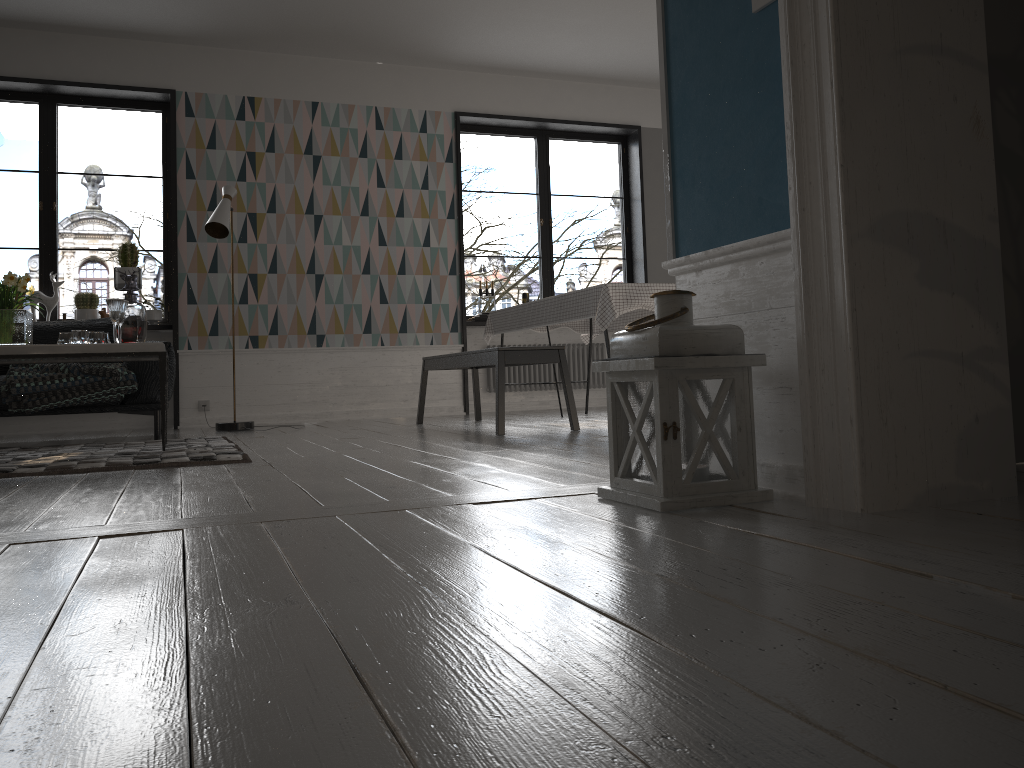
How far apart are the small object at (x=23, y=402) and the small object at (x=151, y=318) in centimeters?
153cm

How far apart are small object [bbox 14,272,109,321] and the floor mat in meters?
2.3

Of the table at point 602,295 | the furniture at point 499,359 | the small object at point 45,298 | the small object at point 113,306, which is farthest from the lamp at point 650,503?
the small object at point 45,298

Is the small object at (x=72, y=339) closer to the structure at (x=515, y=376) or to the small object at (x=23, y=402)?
the small object at (x=23, y=402)

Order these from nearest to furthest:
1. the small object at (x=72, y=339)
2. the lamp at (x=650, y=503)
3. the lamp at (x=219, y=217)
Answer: the lamp at (x=650, y=503) → the small object at (x=72, y=339) → the lamp at (x=219, y=217)

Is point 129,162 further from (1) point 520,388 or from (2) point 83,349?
(2) point 83,349

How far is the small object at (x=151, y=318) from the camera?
6.67m

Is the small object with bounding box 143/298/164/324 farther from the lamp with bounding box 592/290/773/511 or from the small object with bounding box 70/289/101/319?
the lamp with bounding box 592/290/773/511

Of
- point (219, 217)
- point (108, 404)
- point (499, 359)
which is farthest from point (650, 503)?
point (219, 217)

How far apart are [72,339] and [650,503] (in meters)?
3.34
